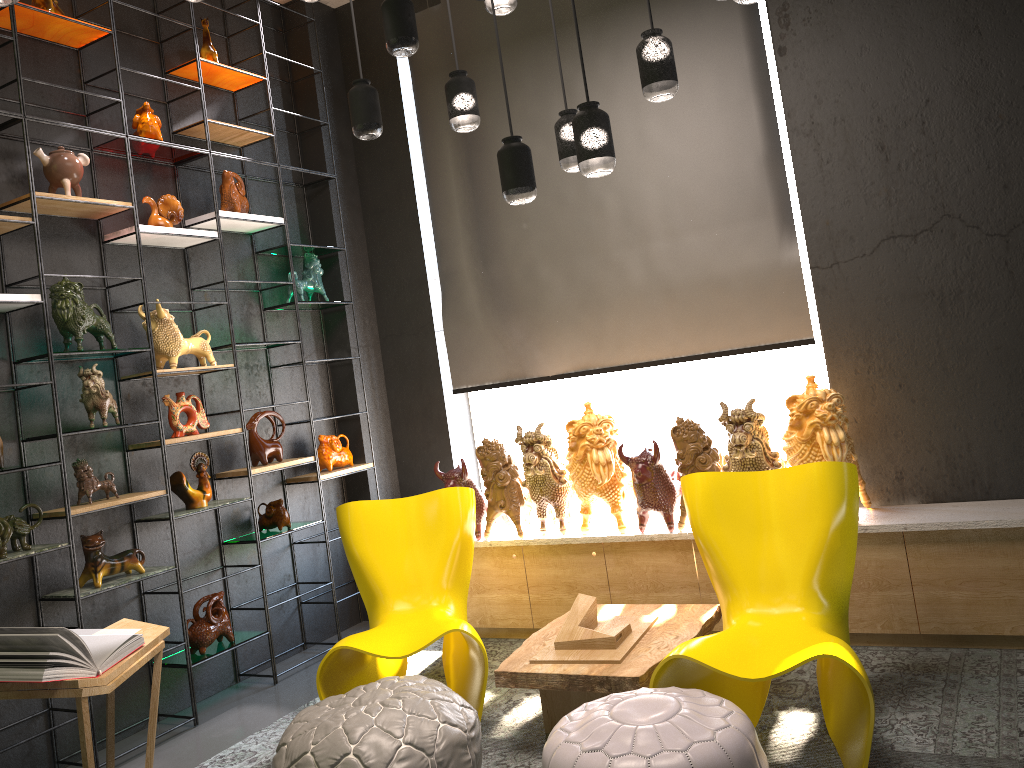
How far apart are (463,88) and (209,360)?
2.0 meters

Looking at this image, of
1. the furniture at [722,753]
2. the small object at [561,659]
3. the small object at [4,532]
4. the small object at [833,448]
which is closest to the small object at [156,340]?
the small object at [4,532]

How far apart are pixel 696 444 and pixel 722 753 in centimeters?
191cm

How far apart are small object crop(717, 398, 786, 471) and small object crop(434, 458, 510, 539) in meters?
1.3 m

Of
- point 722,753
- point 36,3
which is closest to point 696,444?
point 722,753

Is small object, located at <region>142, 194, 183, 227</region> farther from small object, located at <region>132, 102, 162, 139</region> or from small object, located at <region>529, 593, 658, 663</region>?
small object, located at <region>529, 593, 658, 663</region>

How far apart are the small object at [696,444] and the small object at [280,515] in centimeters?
211cm

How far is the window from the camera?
5.2 meters

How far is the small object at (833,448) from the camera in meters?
3.7 m

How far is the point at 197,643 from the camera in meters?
4.2
